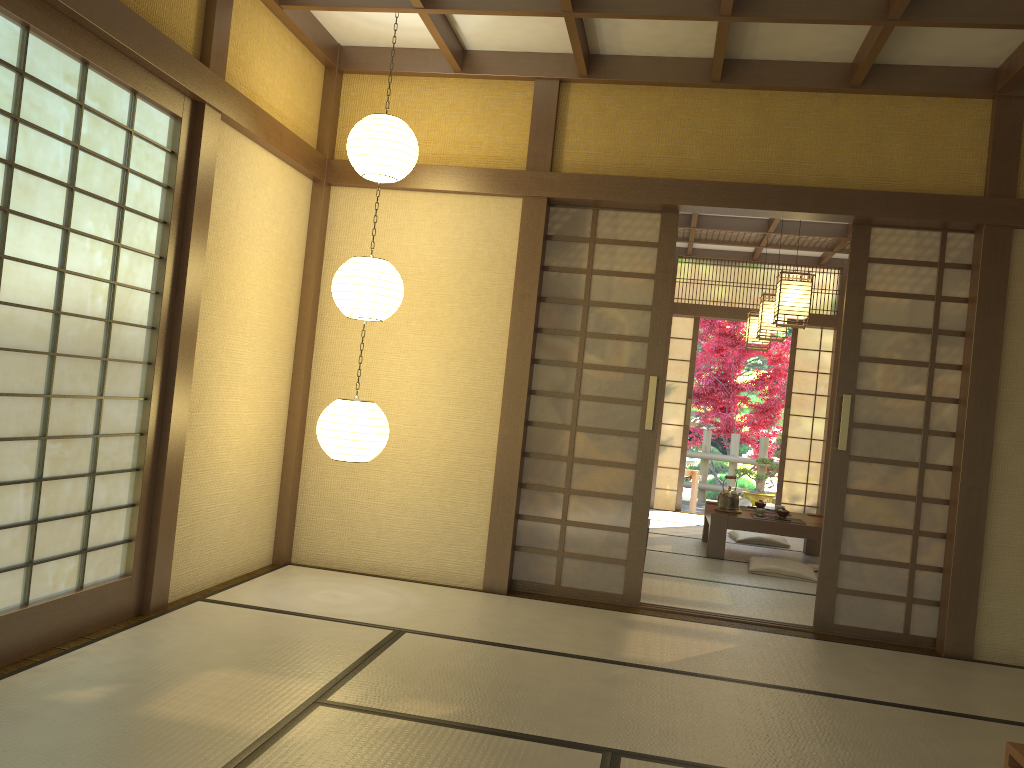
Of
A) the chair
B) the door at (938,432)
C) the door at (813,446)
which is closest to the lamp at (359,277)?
the door at (938,432)

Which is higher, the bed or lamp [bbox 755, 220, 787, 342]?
lamp [bbox 755, 220, 787, 342]

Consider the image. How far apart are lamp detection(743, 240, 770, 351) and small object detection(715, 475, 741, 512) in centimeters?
188cm

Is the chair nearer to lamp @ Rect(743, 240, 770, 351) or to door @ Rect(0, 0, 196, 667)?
lamp @ Rect(743, 240, 770, 351)

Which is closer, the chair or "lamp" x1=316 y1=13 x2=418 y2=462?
"lamp" x1=316 y1=13 x2=418 y2=462

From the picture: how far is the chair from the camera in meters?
10.9 m

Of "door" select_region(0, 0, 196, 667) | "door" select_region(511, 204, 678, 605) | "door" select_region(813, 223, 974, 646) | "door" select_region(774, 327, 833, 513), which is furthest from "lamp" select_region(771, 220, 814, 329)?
"door" select_region(0, 0, 196, 667)

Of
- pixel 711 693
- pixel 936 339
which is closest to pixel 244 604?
pixel 711 693

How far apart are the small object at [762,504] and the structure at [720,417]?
5.0 meters

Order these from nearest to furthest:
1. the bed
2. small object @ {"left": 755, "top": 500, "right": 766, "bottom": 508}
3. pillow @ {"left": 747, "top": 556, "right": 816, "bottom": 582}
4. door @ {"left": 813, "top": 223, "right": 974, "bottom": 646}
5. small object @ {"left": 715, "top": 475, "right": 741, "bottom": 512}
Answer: the bed, door @ {"left": 813, "top": 223, "right": 974, "bottom": 646}, pillow @ {"left": 747, "top": 556, "right": 816, "bottom": 582}, small object @ {"left": 715, "top": 475, "right": 741, "bottom": 512}, small object @ {"left": 755, "top": 500, "right": 766, "bottom": 508}
